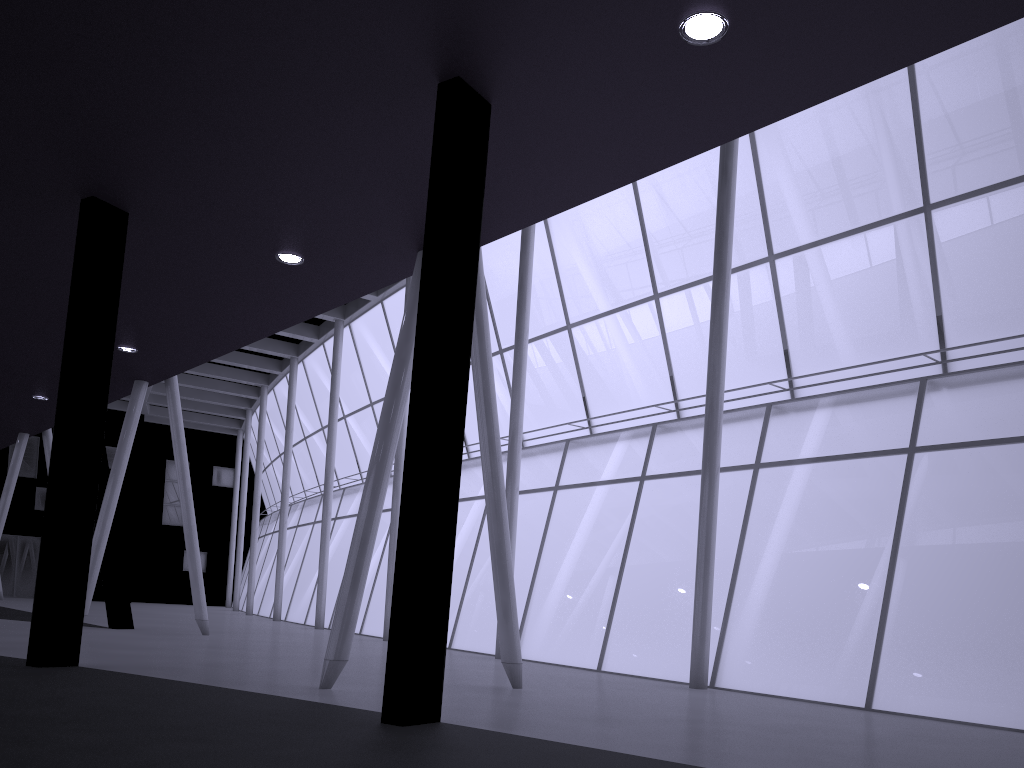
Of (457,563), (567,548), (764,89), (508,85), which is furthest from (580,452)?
(764,89)
